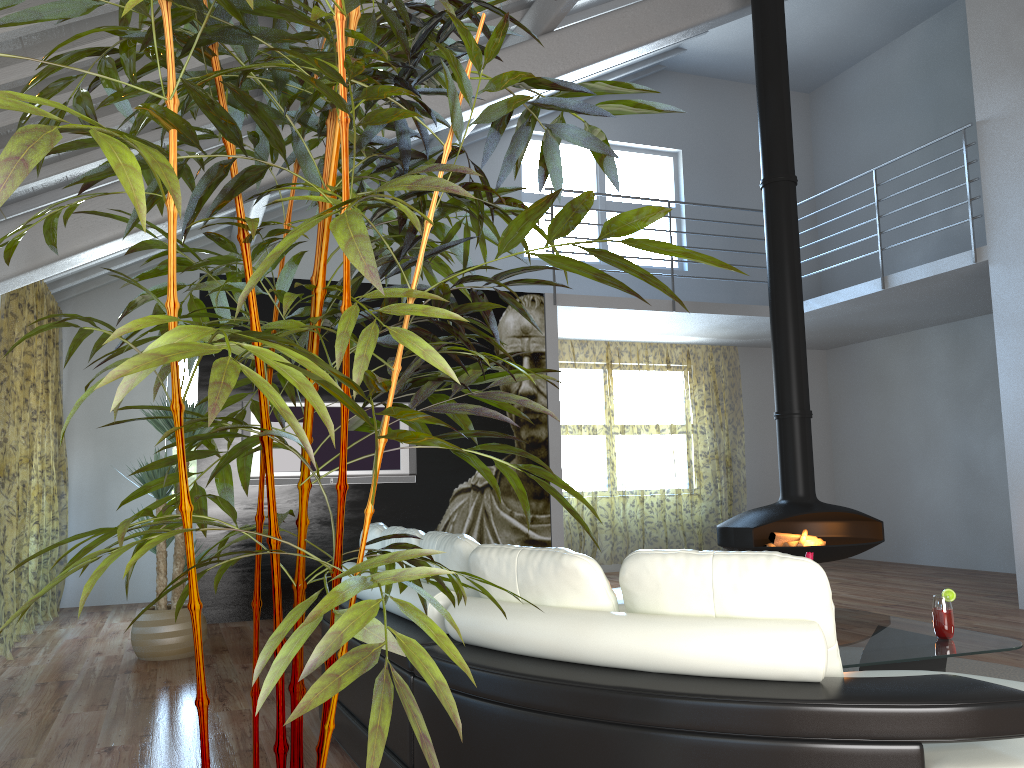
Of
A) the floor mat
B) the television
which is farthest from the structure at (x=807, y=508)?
the television

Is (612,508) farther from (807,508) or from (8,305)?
(8,305)

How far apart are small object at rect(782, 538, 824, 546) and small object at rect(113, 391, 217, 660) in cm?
394

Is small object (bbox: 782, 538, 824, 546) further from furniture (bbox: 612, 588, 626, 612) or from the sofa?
the sofa

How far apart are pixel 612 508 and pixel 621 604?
10.04m

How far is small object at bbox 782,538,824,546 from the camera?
5.89m

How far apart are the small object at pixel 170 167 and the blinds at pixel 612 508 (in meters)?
7.17

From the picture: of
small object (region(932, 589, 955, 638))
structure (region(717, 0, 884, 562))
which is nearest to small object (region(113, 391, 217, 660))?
structure (region(717, 0, 884, 562))

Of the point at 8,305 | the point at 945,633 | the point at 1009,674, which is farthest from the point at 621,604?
the point at 8,305

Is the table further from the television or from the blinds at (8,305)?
the blinds at (8,305)
